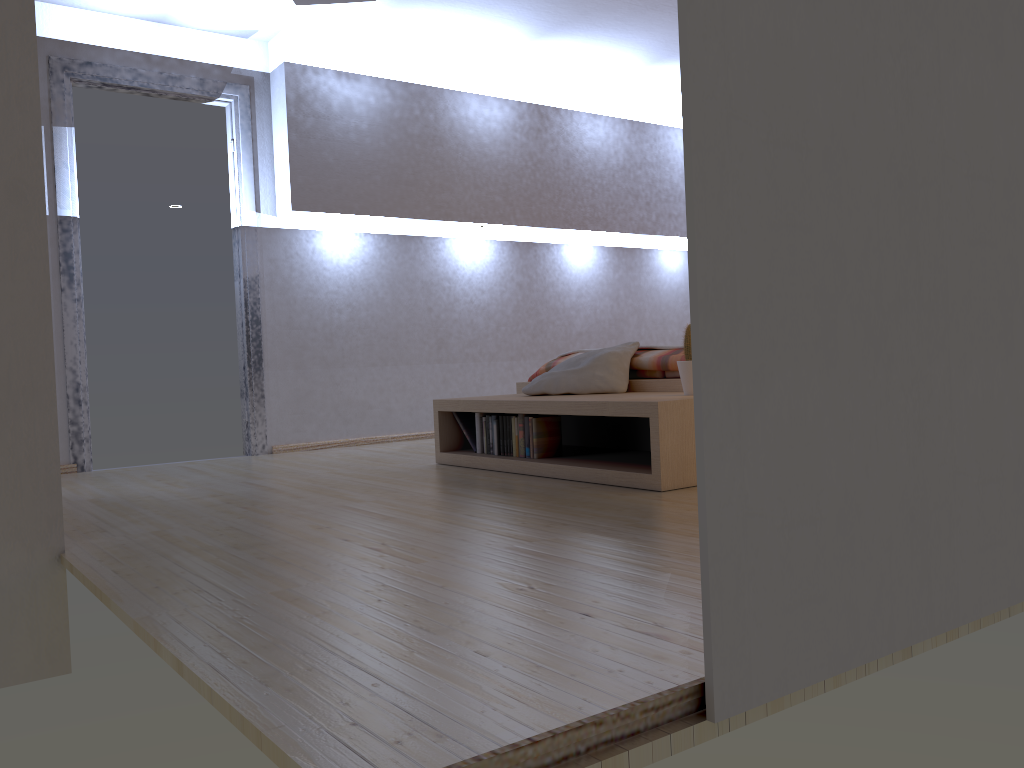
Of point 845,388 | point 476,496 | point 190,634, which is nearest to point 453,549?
point 190,634

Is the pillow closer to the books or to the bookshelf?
the bookshelf

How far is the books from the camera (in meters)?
3.70

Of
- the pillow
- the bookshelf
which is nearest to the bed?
the pillow

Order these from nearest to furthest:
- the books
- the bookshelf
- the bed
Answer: the bookshelf
the books
the bed

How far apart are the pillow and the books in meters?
0.2

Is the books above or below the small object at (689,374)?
below

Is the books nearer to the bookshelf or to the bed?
the bookshelf

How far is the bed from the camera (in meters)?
3.87

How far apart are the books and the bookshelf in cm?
3
